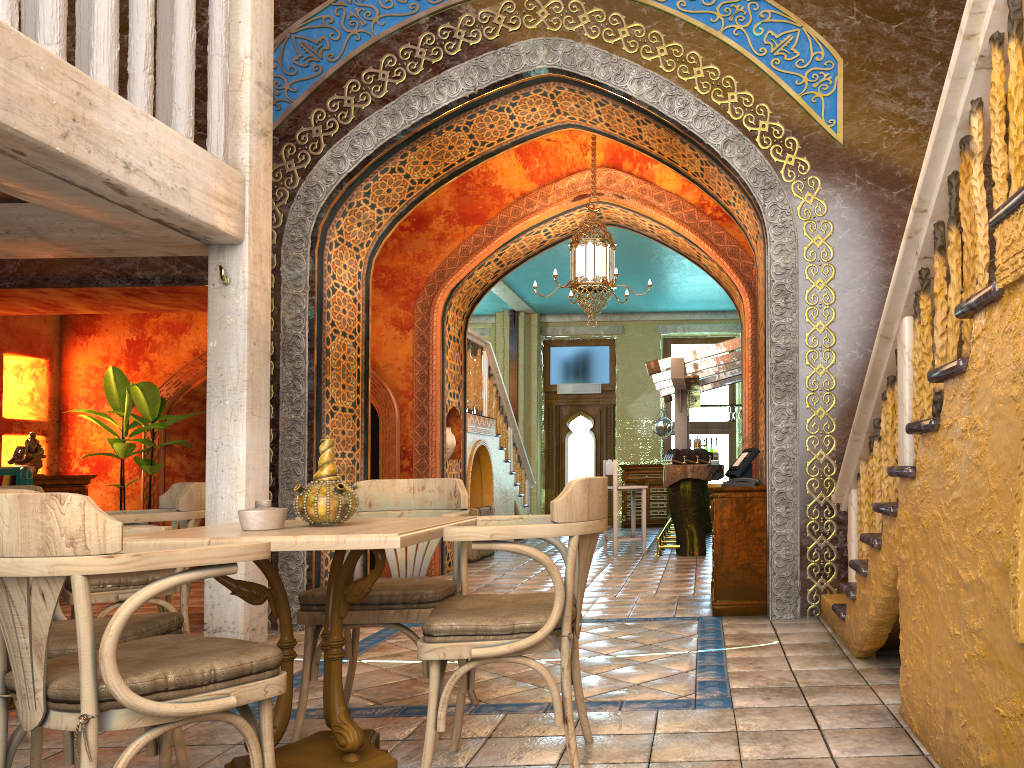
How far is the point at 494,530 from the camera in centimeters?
311cm

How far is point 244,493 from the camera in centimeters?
500cm

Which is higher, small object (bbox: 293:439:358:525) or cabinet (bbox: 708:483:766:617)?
small object (bbox: 293:439:358:525)

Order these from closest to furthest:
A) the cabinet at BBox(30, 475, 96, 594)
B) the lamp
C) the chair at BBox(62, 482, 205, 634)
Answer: the chair at BBox(62, 482, 205, 634)
the lamp
the cabinet at BBox(30, 475, 96, 594)

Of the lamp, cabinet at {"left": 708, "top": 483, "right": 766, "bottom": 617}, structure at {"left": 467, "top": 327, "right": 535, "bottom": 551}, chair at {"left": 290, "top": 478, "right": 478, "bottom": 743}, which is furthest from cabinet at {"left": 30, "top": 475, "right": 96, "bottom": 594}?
cabinet at {"left": 708, "top": 483, "right": 766, "bottom": 617}

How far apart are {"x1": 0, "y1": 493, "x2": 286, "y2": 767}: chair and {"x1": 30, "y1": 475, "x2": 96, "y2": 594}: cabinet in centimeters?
782cm

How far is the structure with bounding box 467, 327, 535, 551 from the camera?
A: 12.3 meters

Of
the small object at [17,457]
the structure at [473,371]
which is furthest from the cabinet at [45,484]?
the structure at [473,371]

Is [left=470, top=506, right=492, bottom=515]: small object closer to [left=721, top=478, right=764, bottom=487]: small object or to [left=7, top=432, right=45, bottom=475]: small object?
[left=7, top=432, right=45, bottom=475]: small object

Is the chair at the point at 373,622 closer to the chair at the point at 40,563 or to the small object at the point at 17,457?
the chair at the point at 40,563
